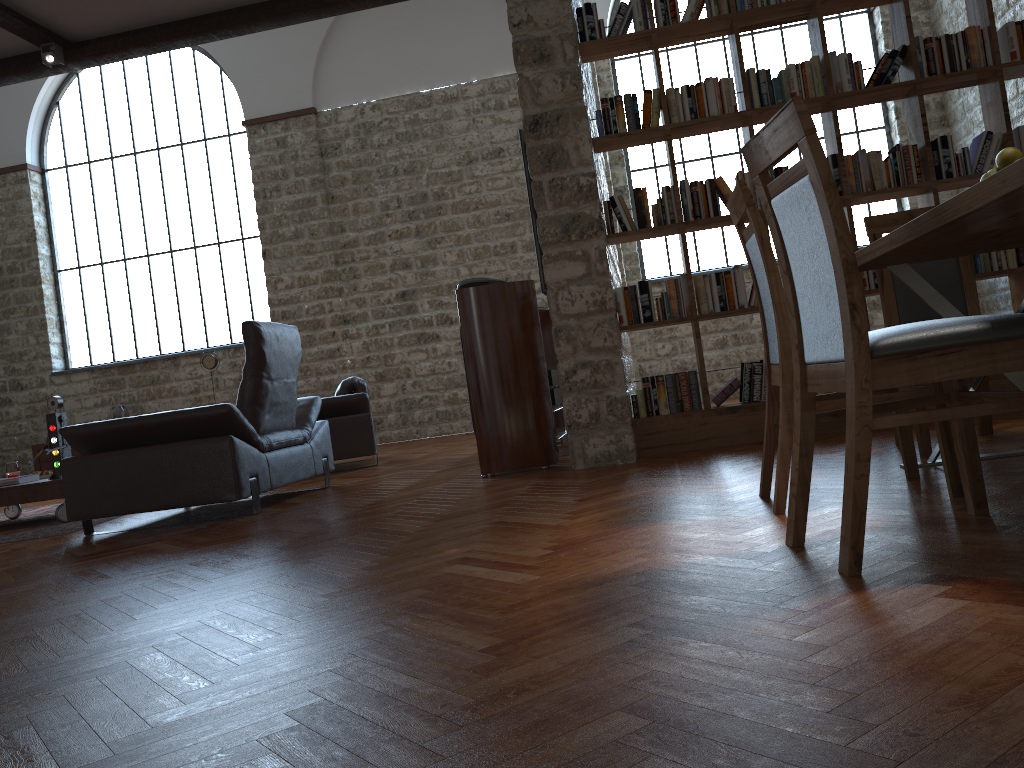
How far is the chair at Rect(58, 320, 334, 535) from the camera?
4.5 meters

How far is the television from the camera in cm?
542

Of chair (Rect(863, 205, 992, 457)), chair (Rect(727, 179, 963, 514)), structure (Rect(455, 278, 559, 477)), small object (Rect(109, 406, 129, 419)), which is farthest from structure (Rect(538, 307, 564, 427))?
small object (Rect(109, 406, 129, 419))

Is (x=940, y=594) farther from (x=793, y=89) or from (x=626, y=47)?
(x=626, y=47)

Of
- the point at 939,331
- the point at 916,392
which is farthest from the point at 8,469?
the point at 939,331

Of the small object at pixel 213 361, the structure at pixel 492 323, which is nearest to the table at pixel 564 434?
the structure at pixel 492 323

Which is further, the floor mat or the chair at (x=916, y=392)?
the floor mat

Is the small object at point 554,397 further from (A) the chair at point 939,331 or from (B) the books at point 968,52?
(A) the chair at point 939,331

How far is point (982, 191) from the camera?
1.9 meters

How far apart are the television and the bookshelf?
0.5m
